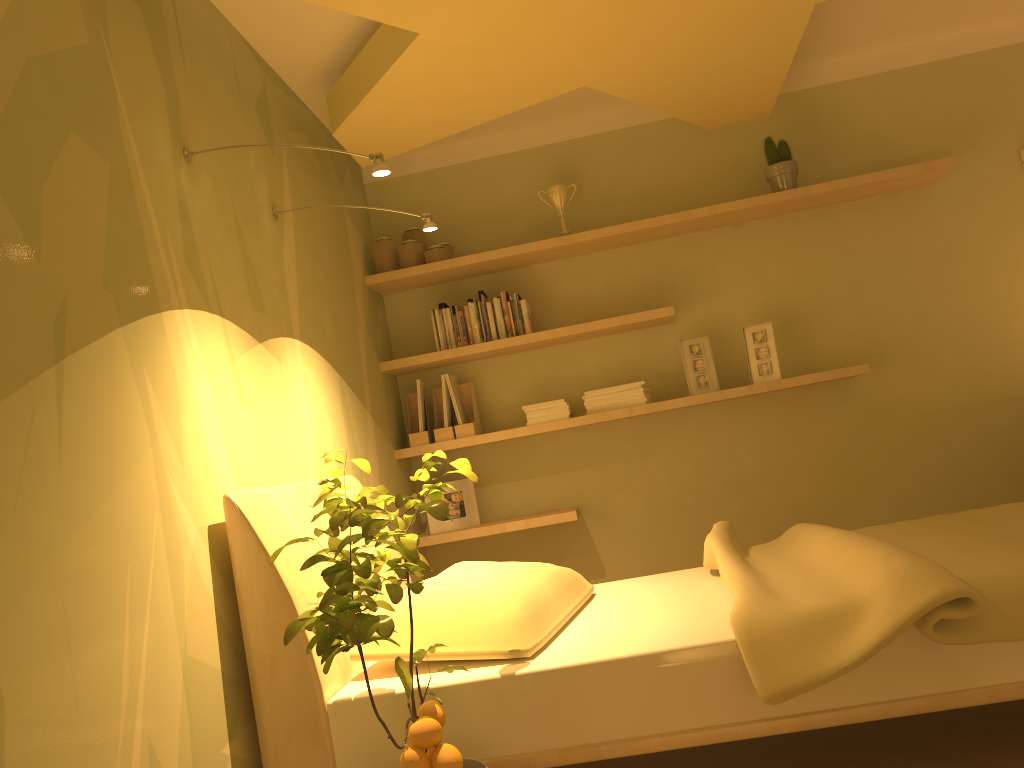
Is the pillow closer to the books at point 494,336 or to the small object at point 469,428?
the small object at point 469,428

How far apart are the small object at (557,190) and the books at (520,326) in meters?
0.4

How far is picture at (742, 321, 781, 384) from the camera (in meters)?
3.88

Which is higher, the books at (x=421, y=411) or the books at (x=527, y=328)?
the books at (x=527, y=328)

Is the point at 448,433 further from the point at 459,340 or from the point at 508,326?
the point at 508,326

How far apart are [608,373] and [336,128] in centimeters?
168cm

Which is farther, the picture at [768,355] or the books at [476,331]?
the books at [476,331]

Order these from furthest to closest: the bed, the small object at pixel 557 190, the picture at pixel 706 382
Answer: the small object at pixel 557 190
the picture at pixel 706 382
the bed

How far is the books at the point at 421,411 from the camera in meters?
4.0

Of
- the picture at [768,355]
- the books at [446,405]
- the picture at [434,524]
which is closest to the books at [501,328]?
the books at [446,405]
